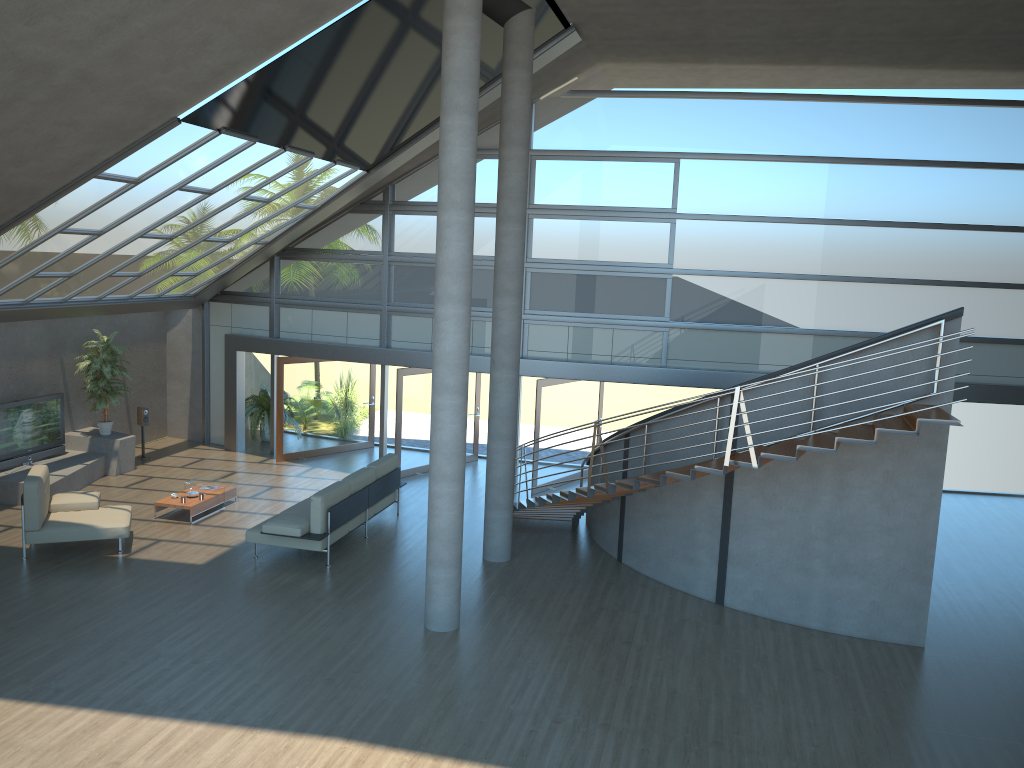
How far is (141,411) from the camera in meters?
16.2

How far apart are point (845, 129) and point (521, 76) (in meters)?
6.17

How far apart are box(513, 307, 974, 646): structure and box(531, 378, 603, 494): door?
1.8m

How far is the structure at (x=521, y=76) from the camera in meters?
10.8 m

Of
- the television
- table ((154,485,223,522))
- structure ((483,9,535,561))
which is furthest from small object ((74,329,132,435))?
structure ((483,9,535,561))

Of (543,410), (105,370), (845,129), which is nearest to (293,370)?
(105,370)

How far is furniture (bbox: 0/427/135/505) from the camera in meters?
13.2 m

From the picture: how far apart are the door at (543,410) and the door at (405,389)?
2.2m

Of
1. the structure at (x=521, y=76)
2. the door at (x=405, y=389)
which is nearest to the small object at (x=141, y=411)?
the door at (x=405, y=389)

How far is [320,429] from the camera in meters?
17.2
